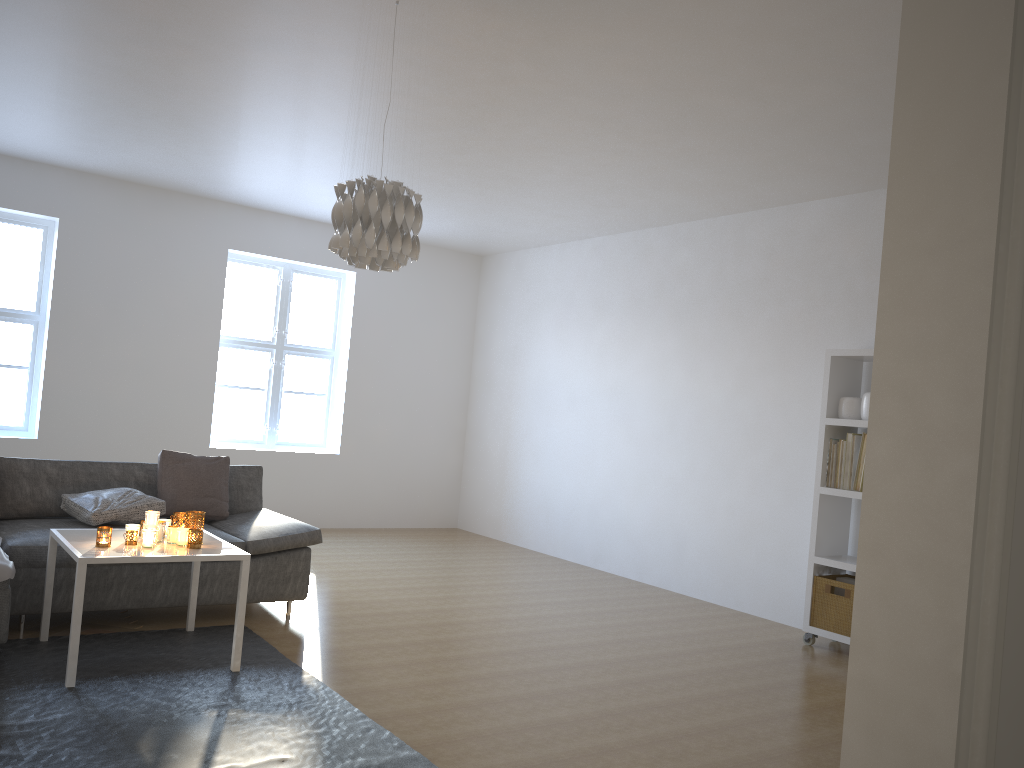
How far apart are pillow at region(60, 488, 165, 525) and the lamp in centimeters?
201cm

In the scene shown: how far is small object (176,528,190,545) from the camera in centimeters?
384cm

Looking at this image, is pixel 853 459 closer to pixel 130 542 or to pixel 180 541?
pixel 180 541

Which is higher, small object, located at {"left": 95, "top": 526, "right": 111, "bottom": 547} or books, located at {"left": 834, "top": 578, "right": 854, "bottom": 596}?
small object, located at {"left": 95, "top": 526, "right": 111, "bottom": 547}

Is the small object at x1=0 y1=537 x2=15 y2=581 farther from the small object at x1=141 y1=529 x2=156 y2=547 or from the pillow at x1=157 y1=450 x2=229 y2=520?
the pillow at x1=157 y1=450 x2=229 y2=520

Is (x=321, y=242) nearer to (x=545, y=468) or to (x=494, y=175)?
(x=494, y=175)

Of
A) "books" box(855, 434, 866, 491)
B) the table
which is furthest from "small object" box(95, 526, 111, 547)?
"books" box(855, 434, 866, 491)

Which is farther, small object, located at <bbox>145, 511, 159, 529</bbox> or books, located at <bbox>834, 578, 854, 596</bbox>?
books, located at <bbox>834, 578, 854, 596</bbox>

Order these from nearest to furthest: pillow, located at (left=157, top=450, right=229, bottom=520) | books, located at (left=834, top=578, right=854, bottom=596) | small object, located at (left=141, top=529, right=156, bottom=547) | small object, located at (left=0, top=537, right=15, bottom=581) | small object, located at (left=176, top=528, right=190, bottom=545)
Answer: small object, located at (left=0, top=537, right=15, bottom=581) → small object, located at (left=141, top=529, right=156, bottom=547) → small object, located at (left=176, top=528, right=190, bottom=545) → pillow, located at (left=157, top=450, right=229, bottom=520) → books, located at (left=834, top=578, right=854, bottom=596)

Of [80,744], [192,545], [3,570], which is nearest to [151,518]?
[192,545]
